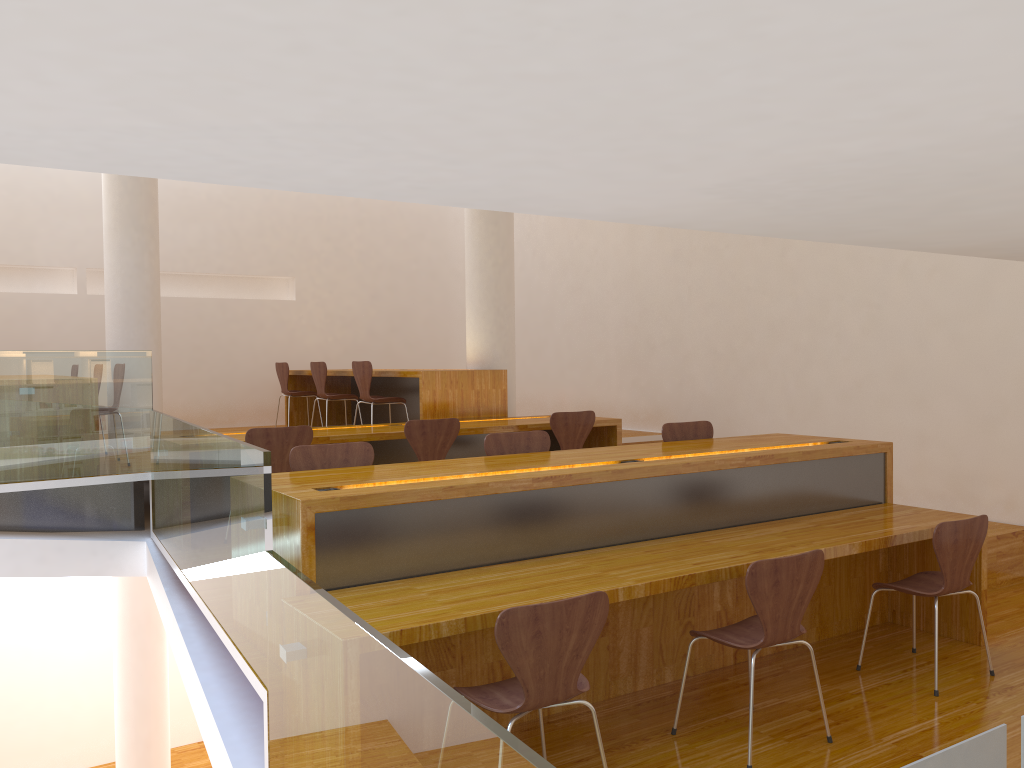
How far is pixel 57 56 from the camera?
0.54m

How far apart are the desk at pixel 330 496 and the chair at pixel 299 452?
0.2m

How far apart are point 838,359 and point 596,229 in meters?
3.2 m

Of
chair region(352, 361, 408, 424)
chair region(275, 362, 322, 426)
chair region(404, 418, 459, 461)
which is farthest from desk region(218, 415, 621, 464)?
chair region(275, 362, 322, 426)

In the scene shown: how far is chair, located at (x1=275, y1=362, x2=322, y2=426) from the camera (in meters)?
8.76

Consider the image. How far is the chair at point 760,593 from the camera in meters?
2.9 m

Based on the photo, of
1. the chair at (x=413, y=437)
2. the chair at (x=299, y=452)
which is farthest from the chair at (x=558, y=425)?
the chair at (x=299, y=452)

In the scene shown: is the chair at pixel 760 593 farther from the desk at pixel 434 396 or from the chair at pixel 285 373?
the chair at pixel 285 373

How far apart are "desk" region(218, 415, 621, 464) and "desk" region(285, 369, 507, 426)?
Answer: 0.2 meters

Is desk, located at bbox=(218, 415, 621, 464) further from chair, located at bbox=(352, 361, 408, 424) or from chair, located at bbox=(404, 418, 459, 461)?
chair, located at bbox=(352, 361, 408, 424)
